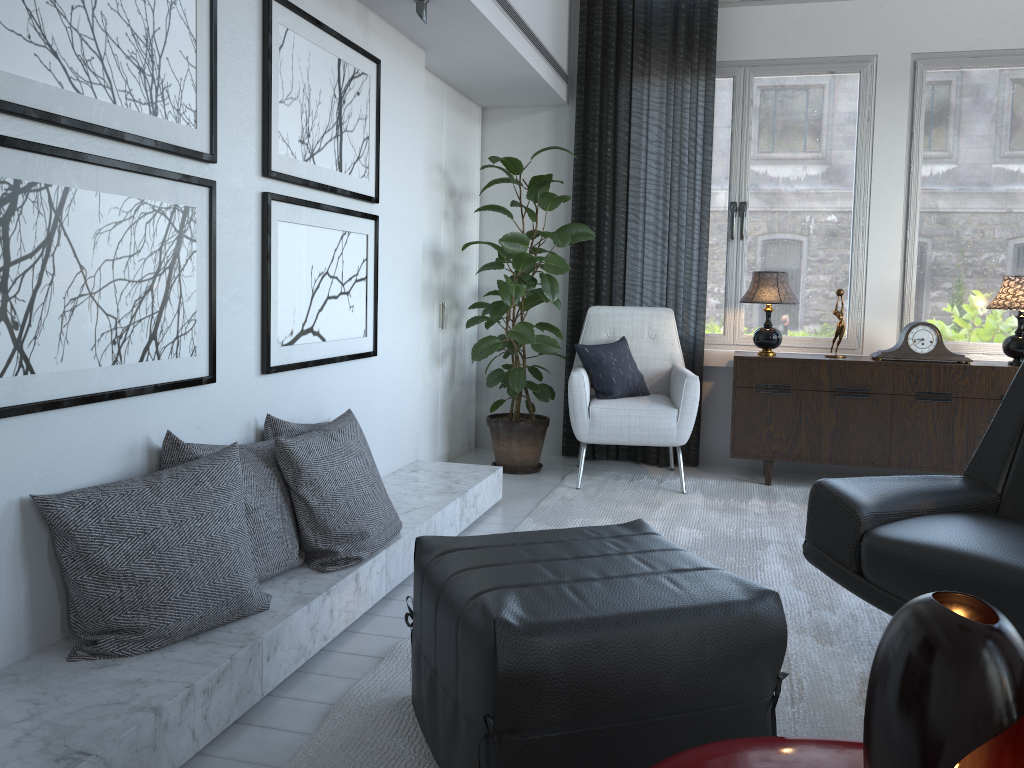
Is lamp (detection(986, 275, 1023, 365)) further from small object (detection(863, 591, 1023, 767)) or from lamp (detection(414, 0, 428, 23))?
small object (detection(863, 591, 1023, 767))

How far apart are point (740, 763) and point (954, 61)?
4.1 meters

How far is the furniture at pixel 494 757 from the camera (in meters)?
1.43

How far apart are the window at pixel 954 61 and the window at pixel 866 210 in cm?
18

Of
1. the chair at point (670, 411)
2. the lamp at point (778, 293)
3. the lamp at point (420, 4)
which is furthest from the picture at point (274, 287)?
the lamp at point (778, 293)

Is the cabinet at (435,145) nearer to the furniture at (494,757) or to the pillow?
the pillow

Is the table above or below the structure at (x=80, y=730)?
above

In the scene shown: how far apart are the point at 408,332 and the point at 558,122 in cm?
173

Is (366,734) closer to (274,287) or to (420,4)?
(274,287)

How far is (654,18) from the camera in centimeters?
442cm
